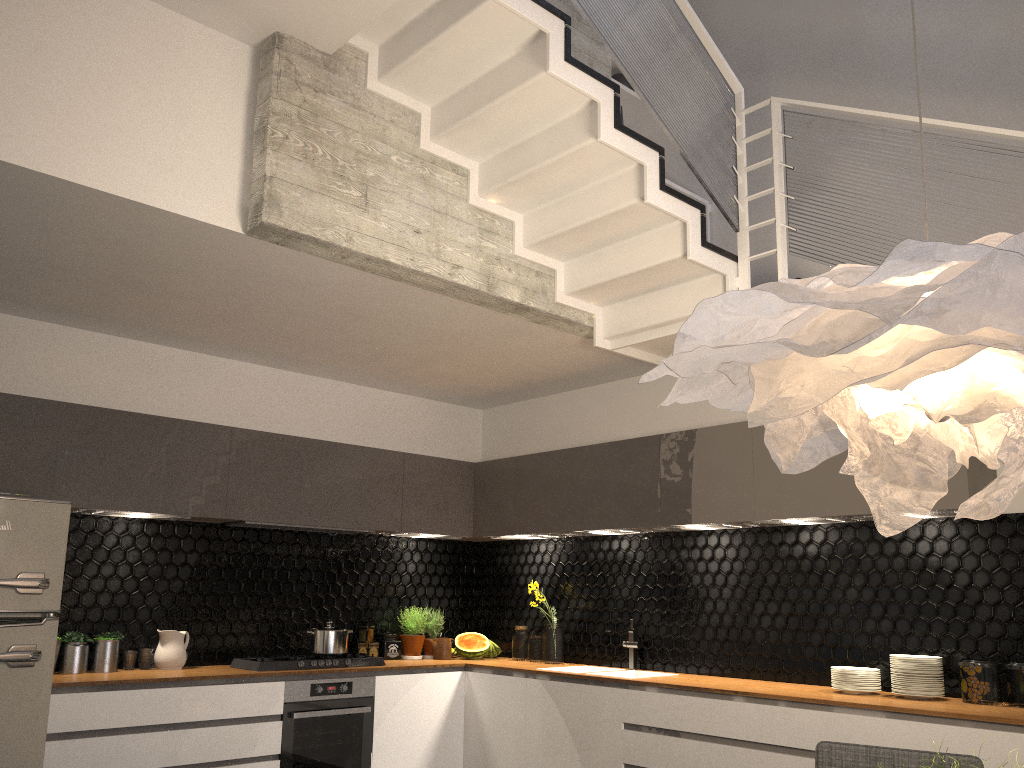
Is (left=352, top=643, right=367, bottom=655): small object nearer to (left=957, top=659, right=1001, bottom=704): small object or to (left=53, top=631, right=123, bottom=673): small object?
(left=53, top=631, right=123, bottom=673): small object

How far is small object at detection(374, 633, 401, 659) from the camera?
5.7 meters

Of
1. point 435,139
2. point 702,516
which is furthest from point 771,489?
point 435,139

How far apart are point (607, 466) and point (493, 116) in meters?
2.3

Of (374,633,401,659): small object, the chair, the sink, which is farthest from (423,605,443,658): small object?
the chair

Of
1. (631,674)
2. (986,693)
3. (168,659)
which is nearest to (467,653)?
(631,674)

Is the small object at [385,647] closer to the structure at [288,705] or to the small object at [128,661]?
the structure at [288,705]

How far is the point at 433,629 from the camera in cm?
594

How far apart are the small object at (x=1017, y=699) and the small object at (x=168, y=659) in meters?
4.0

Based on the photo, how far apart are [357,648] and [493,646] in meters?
1.0 m
